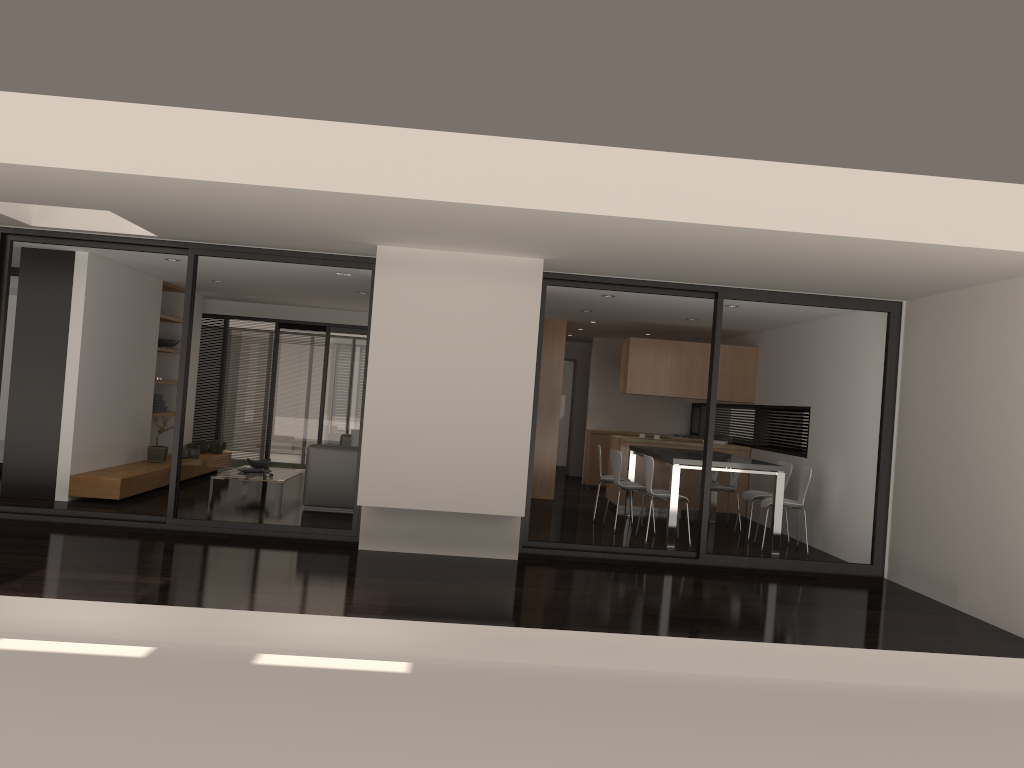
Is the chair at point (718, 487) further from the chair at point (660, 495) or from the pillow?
the pillow

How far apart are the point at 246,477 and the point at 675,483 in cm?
477

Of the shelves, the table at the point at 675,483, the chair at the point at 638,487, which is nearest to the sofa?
the shelves

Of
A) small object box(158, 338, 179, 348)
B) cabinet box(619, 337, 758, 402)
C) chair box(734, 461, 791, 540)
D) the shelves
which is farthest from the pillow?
chair box(734, 461, 791, 540)

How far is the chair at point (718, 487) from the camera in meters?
10.0

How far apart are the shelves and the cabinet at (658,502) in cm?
527

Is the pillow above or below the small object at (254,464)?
above

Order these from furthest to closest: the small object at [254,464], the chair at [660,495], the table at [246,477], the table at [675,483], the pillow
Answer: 1. the pillow
2. the small object at [254,464]
3. the table at [246,477]
4. the chair at [660,495]
5. the table at [675,483]

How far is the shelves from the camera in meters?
8.5

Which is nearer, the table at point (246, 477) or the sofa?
the sofa
